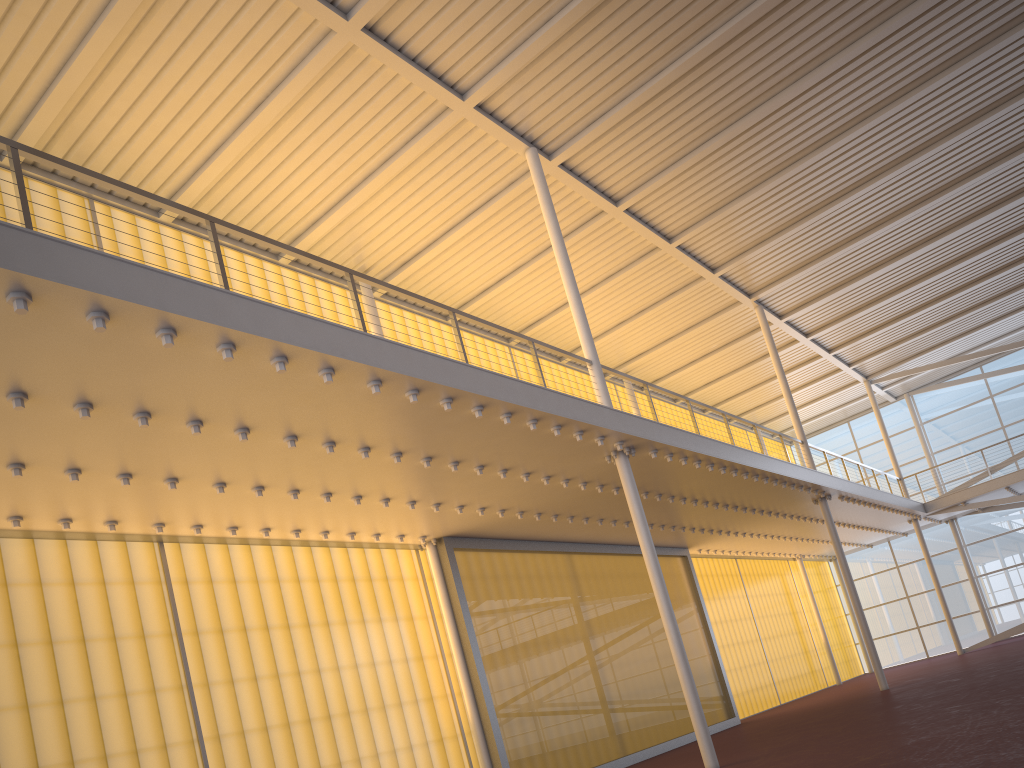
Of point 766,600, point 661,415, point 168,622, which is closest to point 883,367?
point 766,600

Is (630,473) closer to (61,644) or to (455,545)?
(455,545)
